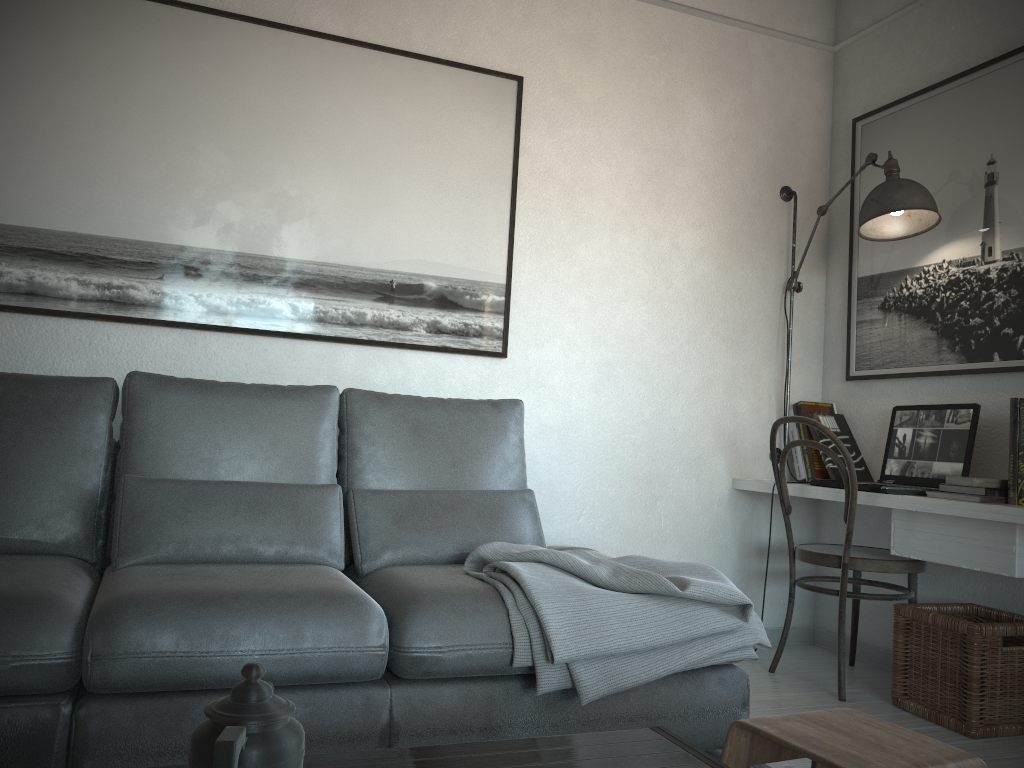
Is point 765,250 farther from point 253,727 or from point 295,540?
point 253,727

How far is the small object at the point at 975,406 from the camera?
2.9 meters

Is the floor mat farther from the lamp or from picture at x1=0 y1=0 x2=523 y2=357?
the lamp

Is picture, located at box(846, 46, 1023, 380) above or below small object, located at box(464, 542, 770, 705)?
above

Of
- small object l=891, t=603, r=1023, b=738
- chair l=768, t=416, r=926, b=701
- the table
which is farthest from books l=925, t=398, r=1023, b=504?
the table

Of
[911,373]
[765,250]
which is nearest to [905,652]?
[911,373]

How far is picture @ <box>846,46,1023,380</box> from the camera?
3.0m

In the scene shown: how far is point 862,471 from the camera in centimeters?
344cm

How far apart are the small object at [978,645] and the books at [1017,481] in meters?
0.4

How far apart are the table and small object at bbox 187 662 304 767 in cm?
27
